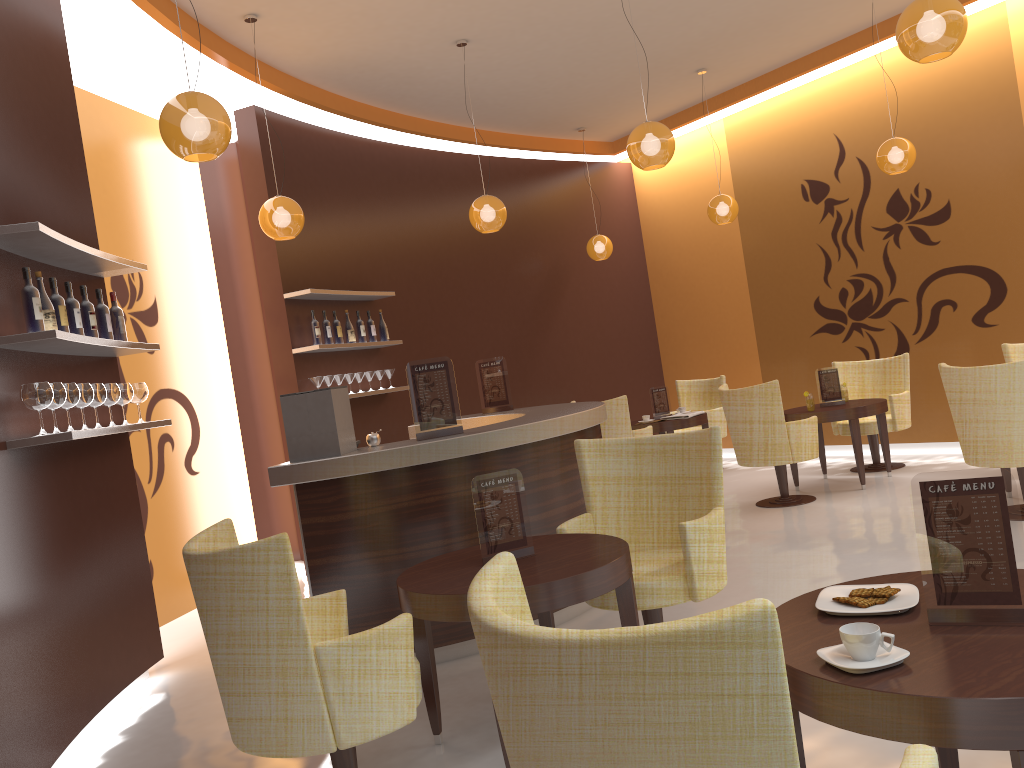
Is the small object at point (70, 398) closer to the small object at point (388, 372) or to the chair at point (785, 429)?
the small object at point (388, 372)

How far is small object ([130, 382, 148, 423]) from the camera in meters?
4.8 m

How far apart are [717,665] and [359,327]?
6.8 meters

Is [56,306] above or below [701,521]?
above

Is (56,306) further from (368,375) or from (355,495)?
(368,375)

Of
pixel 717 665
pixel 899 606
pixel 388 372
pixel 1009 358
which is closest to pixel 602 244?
pixel 388 372

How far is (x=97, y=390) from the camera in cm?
428

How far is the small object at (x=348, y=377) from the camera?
7.51m

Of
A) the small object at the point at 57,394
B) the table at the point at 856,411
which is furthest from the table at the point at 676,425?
the small object at the point at 57,394

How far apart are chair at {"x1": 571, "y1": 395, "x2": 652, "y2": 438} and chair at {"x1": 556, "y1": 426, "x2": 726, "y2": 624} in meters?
4.1 m
